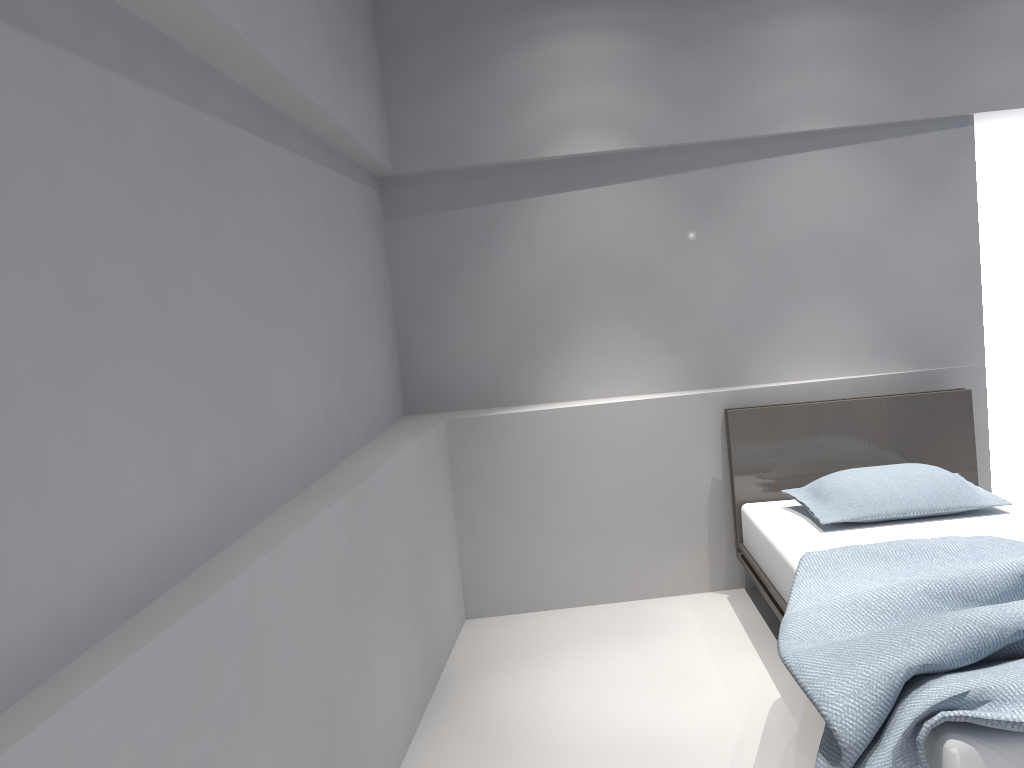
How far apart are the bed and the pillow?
0.03m

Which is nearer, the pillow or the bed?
the bed

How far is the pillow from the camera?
3.3m

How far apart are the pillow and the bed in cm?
3

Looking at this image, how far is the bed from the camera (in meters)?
1.81

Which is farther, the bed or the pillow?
the pillow

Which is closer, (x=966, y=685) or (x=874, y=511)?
(x=966, y=685)

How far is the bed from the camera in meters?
1.8

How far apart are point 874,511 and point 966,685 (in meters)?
→ 1.53

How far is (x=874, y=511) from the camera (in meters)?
3.28
